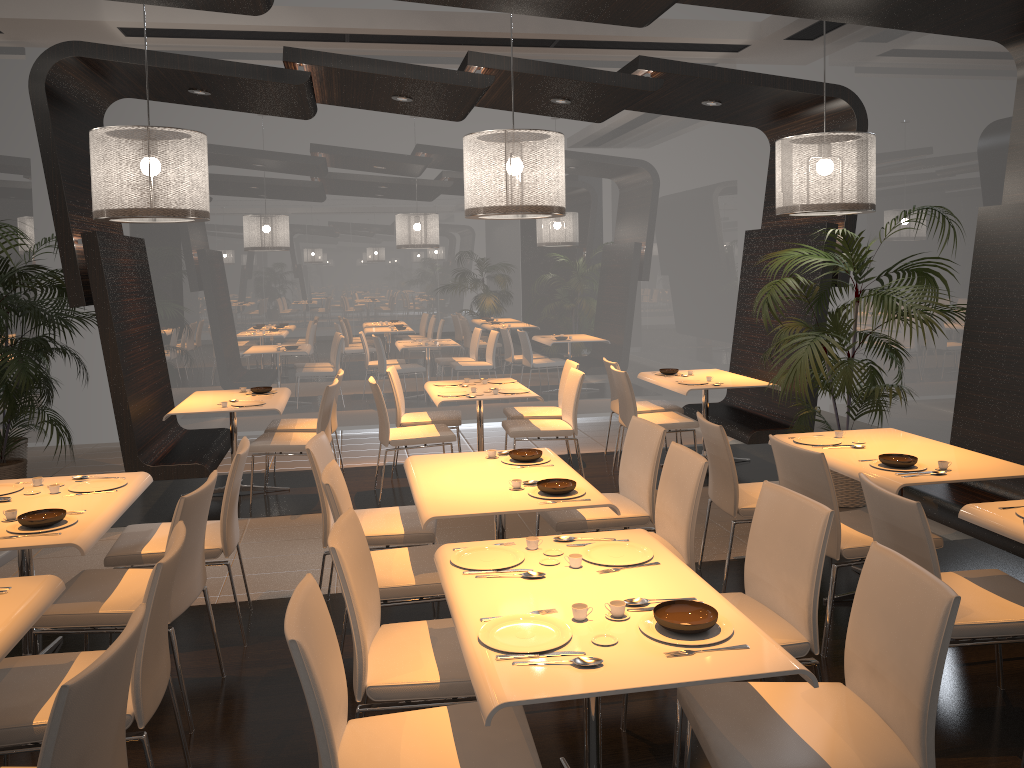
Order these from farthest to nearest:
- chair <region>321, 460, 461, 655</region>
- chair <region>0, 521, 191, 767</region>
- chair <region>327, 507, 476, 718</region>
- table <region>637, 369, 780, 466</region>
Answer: table <region>637, 369, 780, 466</region>
chair <region>321, 460, 461, 655</region>
chair <region>327, 507, 476, 718</region>
chair <region>0, 521, 191, 767</region>

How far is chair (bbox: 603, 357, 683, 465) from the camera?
7.45m

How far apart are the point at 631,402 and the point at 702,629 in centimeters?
454cm

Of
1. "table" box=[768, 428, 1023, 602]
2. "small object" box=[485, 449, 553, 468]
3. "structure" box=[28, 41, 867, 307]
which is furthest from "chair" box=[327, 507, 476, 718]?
"structure" box=[28, 41, 867, 307]

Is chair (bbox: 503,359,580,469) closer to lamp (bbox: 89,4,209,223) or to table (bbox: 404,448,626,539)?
table (bbox: 404,448,626,539)

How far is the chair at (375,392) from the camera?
6.4 meters

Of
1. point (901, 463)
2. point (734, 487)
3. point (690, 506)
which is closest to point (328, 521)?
point (690, 506)

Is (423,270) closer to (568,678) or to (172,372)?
(172,372)

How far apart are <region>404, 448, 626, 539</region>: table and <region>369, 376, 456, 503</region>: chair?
1.9 meters

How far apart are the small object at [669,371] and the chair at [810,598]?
4.37m
